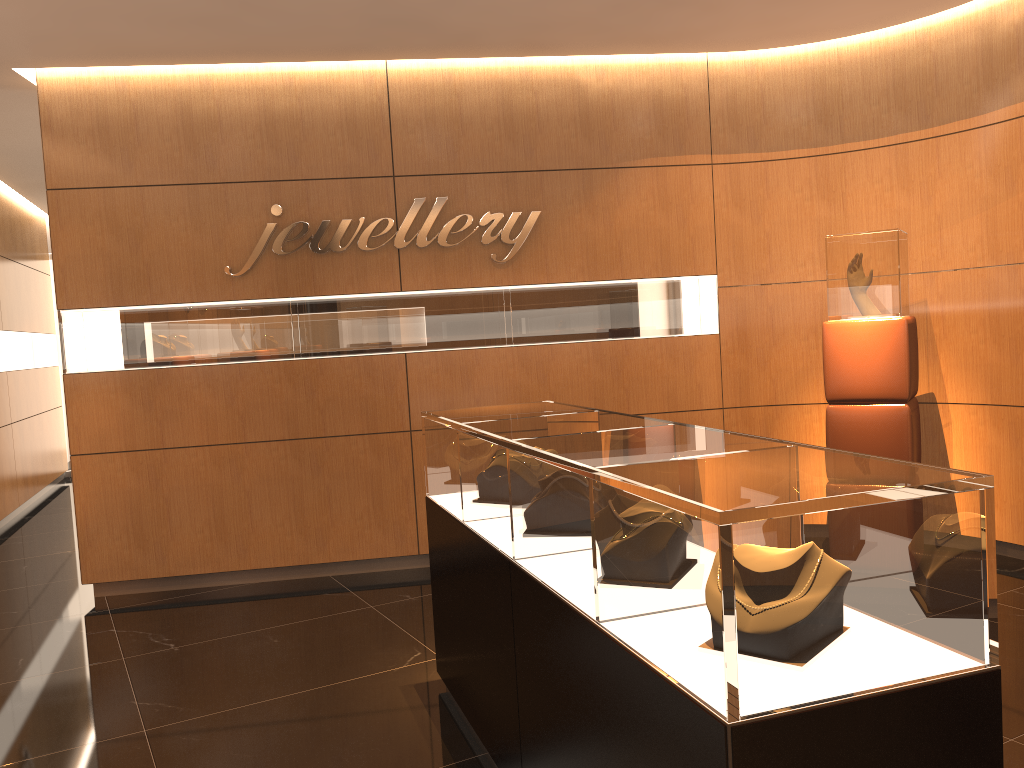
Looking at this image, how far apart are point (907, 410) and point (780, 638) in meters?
3.9 m

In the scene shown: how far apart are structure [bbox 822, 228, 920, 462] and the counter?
2.2 meters

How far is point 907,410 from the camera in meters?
5.0

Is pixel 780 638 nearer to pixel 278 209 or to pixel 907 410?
pixel 907 410

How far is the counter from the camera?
1.6 meters

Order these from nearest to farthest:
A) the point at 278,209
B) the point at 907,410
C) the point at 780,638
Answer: the point at 780,638 < the point at 907,410 < the point at 278,209

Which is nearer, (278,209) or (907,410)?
(907,410)

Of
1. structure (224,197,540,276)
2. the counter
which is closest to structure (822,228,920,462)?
structure (224,197,540,276)

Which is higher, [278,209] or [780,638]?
[278,209]

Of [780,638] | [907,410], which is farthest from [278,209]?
[780,638]
